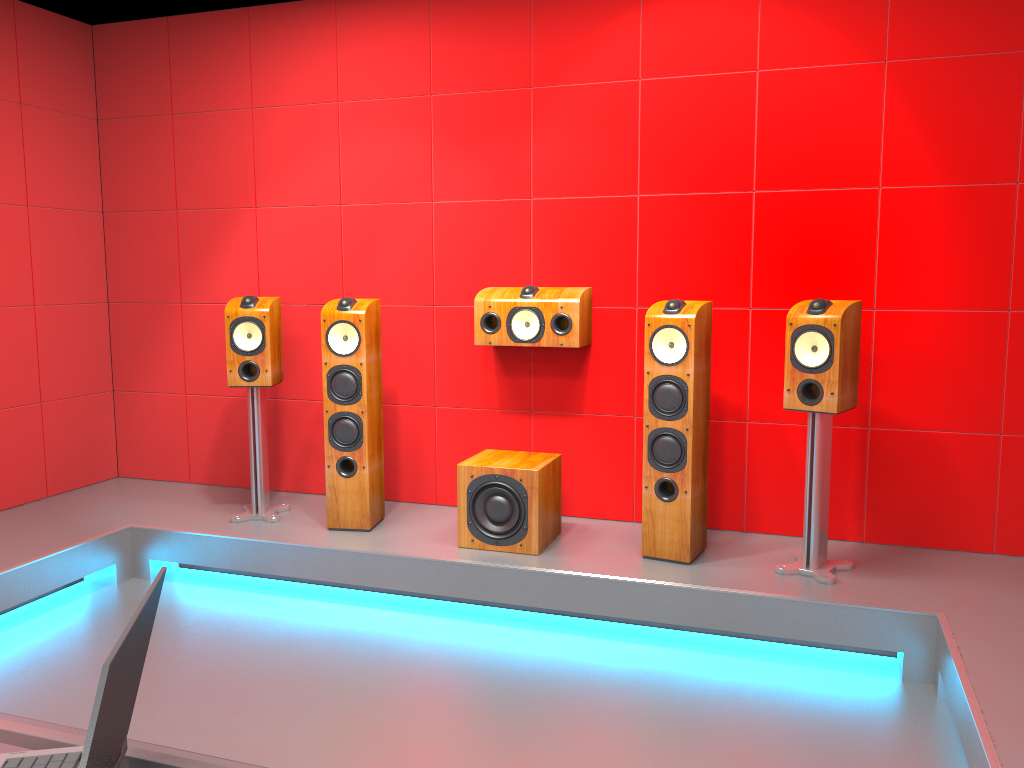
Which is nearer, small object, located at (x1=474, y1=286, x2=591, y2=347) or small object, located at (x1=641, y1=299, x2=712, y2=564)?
small object, located at (x1=641, y1=299, x2=712, y2=564)

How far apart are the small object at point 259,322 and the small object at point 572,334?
0.95m

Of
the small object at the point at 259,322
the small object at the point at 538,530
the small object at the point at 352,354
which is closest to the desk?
the small object at the point at 538,530

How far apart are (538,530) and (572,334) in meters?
0.9

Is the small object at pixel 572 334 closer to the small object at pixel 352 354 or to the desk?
the small object at pixel 352 354

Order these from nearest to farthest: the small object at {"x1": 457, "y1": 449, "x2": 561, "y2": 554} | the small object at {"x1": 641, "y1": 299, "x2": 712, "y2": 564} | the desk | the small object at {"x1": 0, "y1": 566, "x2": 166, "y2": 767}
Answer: the small object at {"x1": 0, "y1": 566, "x2": 166, "y2": 767} → the desk → the small object at {"x1": 641, "y1": 299, "x2": 712, "y2": 564} → the small object at {"x1": 457, "y1": 449, "x2": 561, "y2": 554}

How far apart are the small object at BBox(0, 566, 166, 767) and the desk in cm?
2

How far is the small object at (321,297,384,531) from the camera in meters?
3.9 m

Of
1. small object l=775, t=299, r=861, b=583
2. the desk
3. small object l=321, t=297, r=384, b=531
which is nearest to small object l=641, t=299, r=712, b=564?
small object l=775, t=299, r=861, b=583

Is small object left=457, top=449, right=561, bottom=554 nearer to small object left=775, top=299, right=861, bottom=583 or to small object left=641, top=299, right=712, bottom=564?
small object left=641, top=299, right=712, bottom=564
